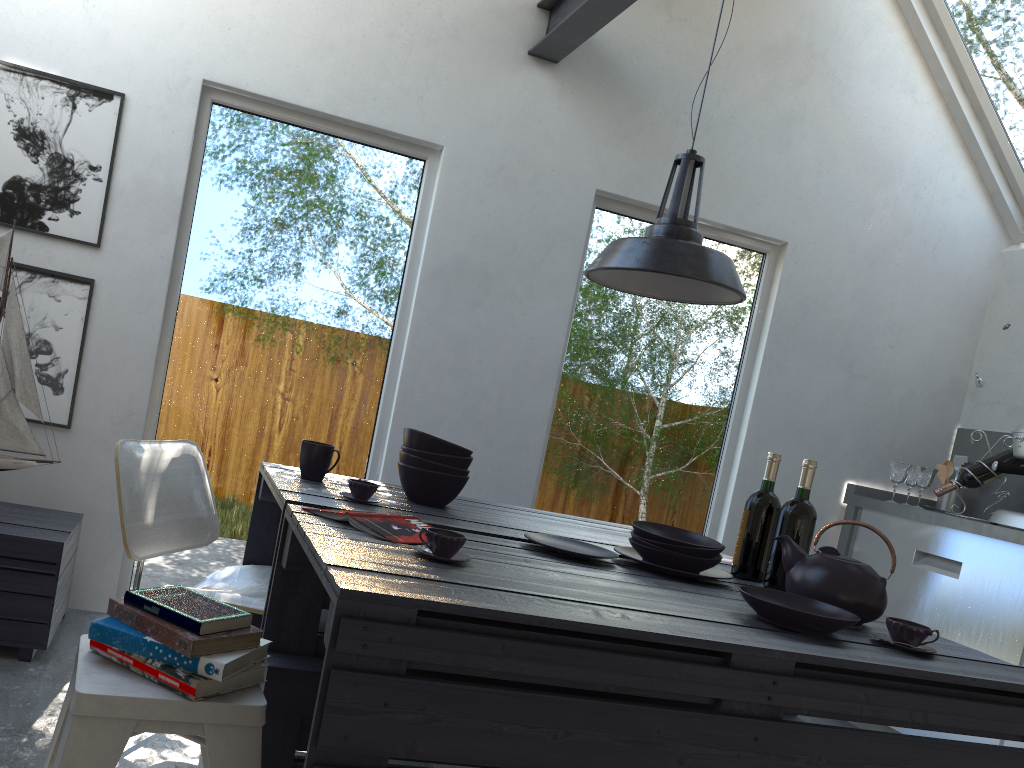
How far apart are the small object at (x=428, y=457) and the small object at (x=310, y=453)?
0.2 meters

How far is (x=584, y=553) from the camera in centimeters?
215cm

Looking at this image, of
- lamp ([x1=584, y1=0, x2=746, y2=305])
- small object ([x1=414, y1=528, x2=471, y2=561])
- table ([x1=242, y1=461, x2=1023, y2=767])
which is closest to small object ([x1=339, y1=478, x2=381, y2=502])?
table ([x1=242, y1=461, x2=1023, y2=767])

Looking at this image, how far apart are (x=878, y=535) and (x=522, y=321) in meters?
2.0 m

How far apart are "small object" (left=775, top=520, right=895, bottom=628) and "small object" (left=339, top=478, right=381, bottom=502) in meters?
1.0 m

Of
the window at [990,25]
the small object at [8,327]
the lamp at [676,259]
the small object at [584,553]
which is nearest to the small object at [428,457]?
the small object at [584,553]

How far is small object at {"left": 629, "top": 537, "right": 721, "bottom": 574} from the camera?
2.14m

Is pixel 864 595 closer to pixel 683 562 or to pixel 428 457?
pixel 683 562

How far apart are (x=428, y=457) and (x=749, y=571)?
0.9 meters

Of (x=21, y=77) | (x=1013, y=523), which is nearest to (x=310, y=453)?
(x=21, y=77)
